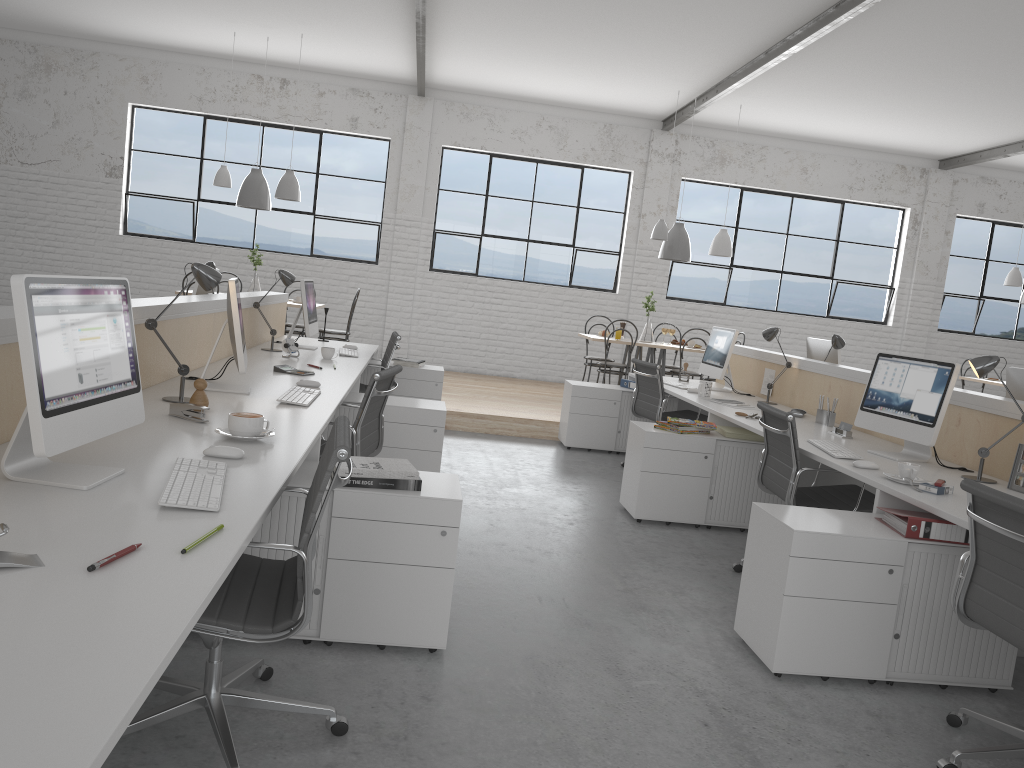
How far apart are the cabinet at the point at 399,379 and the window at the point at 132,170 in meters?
3.1

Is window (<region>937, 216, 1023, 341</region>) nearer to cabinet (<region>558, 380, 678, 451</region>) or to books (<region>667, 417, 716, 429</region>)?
cabinet (<region>558, 380, 678, 451</region>)

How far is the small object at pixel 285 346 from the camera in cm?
417

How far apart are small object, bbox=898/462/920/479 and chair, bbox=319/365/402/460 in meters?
1.6 m

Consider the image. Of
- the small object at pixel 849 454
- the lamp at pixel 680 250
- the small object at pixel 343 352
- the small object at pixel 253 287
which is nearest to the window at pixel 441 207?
the lamp at pixel 680 250

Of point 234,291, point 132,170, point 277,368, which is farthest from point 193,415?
point 132,170

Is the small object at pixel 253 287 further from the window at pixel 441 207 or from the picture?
the picture

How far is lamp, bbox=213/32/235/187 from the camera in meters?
6.7

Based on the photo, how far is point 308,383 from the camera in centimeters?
324cm

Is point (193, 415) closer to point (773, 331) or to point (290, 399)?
point (290, 399)
